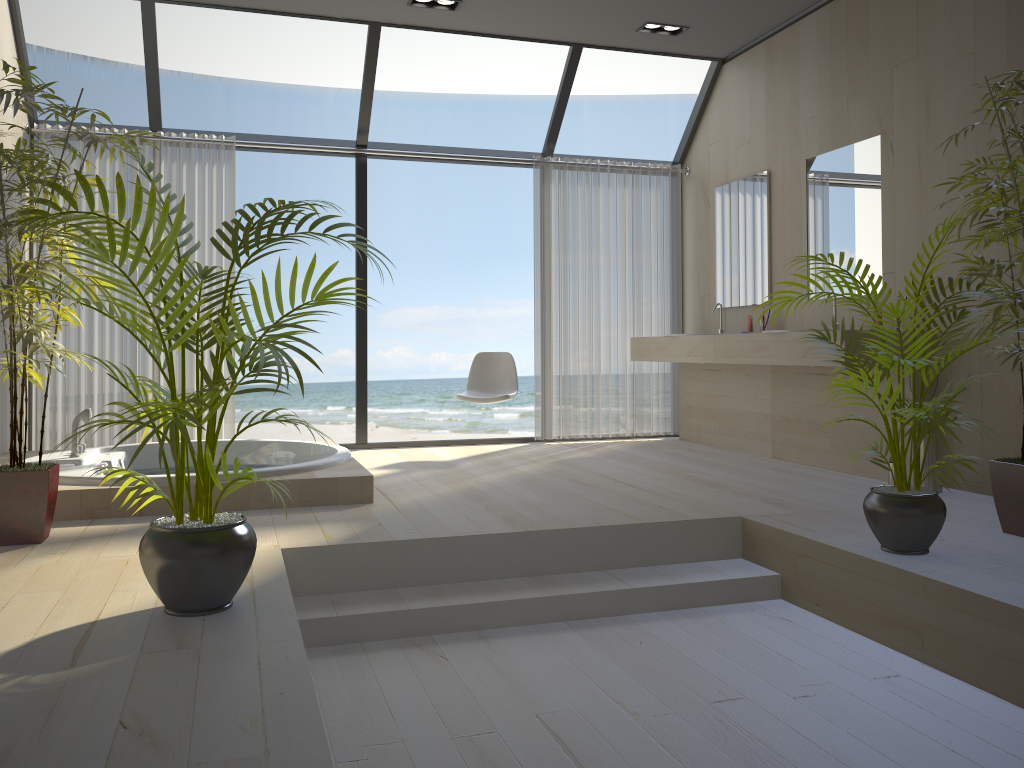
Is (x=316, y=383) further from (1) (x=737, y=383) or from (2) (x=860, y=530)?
(2) (x=860, y=530)

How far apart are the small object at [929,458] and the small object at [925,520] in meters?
1.0

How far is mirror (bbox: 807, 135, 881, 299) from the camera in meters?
4.8 m

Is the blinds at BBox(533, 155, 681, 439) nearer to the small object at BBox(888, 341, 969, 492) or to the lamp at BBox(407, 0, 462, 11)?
the lamp at BBox(407, 0, 462, 11)

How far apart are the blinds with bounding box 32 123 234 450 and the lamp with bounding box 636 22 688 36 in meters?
2.8

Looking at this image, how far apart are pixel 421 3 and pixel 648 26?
1.5m

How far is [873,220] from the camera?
4.8m

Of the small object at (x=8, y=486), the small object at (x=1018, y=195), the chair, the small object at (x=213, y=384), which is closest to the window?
the chair

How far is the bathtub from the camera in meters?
3.7 m

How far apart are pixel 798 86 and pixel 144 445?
4.69m
